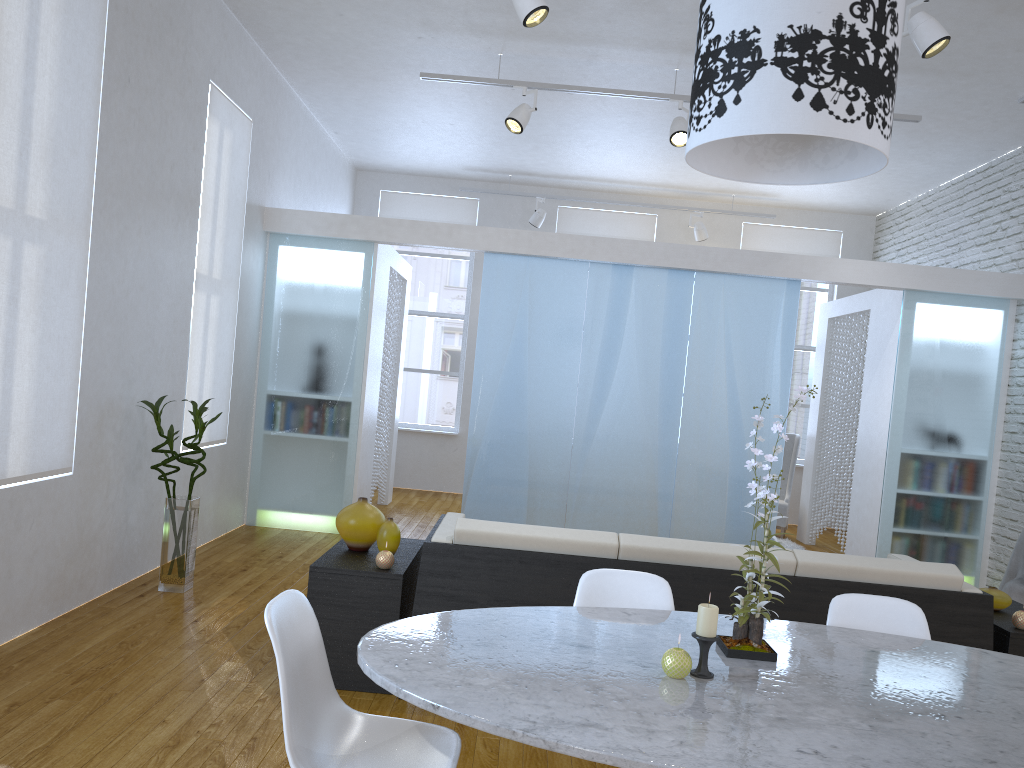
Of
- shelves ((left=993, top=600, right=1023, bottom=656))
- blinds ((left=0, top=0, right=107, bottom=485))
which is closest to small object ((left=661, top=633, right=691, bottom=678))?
shelves ((left=993, top=600, right=1023, bottom=656))

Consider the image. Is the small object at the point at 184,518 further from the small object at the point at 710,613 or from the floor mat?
the floor mat

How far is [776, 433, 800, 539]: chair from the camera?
8.0 meters

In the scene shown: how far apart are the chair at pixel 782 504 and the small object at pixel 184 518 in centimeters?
532cm

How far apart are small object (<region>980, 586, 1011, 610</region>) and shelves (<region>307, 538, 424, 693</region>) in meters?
2.3 m

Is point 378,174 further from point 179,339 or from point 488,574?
point 488,574

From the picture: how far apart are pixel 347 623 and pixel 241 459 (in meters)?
3.22

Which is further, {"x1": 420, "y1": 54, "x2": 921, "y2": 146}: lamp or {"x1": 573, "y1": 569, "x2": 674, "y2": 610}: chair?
{"x1": 420, "y1": 54, "x2": 921, "y2": 146}: lamp

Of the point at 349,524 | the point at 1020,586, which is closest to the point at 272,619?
the point at 349,524

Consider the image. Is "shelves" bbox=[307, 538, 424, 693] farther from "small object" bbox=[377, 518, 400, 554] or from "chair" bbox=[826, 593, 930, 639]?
"chair" bbox=[826, 593, 930, 639]
